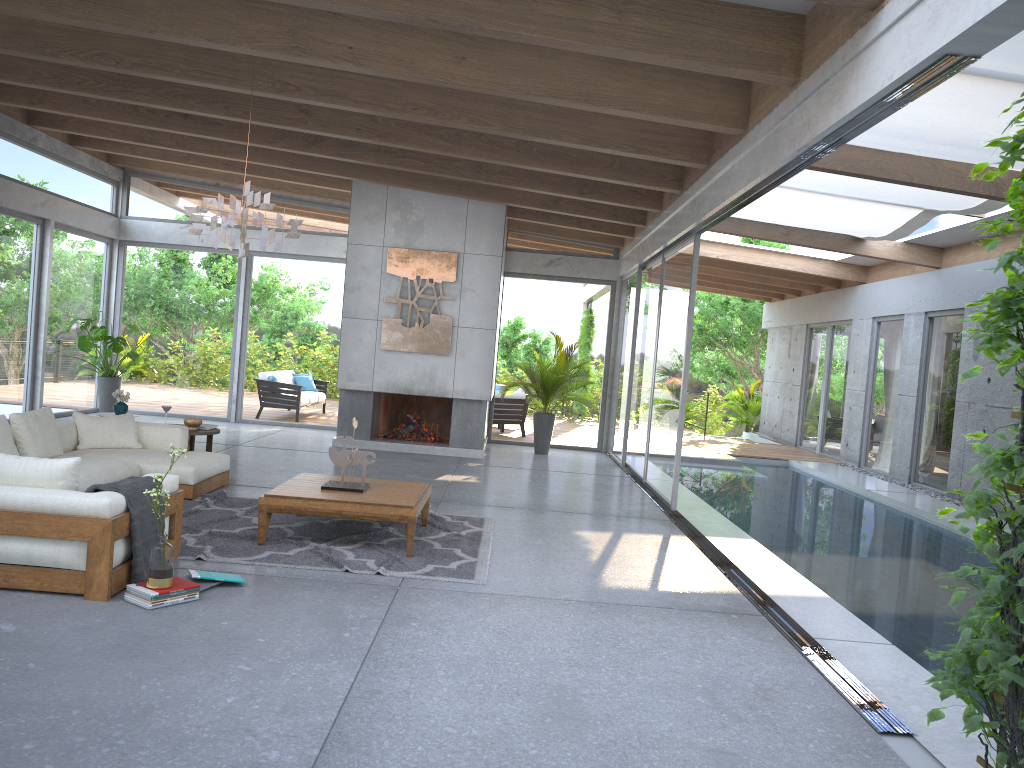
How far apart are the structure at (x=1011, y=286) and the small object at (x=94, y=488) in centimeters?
377cm

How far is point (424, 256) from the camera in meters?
11.6 m

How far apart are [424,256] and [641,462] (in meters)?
3.87

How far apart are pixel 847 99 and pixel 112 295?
12.20m

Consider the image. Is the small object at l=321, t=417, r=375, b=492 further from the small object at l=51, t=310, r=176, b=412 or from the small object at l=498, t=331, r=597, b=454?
the small object at l=51, t=310, r=176, b=412

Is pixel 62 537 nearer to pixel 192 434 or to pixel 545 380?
pixel 192 434

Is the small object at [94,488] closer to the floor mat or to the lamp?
the floor mat

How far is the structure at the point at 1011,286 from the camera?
2.53m

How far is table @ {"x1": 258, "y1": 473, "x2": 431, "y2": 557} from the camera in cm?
586

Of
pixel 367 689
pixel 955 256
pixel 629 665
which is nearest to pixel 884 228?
pixel 955 256
